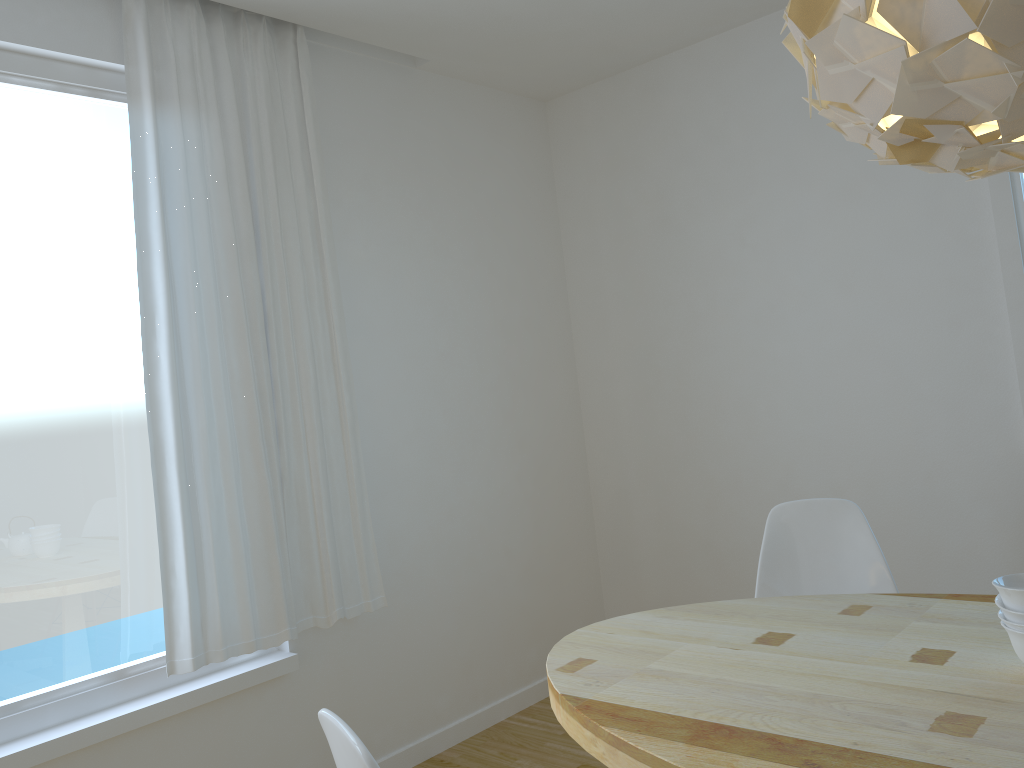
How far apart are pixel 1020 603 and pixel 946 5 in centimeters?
101cm

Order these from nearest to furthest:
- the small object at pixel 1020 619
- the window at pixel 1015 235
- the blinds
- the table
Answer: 1. the table
2. the small object at pixel 1020 619
3. the blinds
4. the window at pixel 1015 235

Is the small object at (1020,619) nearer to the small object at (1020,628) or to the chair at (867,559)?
the small object at (1020,628)

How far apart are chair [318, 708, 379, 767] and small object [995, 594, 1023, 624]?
1.1m

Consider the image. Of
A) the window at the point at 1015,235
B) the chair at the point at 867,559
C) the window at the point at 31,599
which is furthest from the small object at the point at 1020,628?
the window at the point at 31,599

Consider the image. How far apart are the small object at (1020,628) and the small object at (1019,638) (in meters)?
0.01

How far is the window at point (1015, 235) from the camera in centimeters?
292cm

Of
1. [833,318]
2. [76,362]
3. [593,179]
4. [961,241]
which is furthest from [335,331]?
[961,241]

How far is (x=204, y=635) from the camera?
2.7 meters

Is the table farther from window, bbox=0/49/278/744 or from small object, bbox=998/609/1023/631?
window, bbox=0/49/278/744
